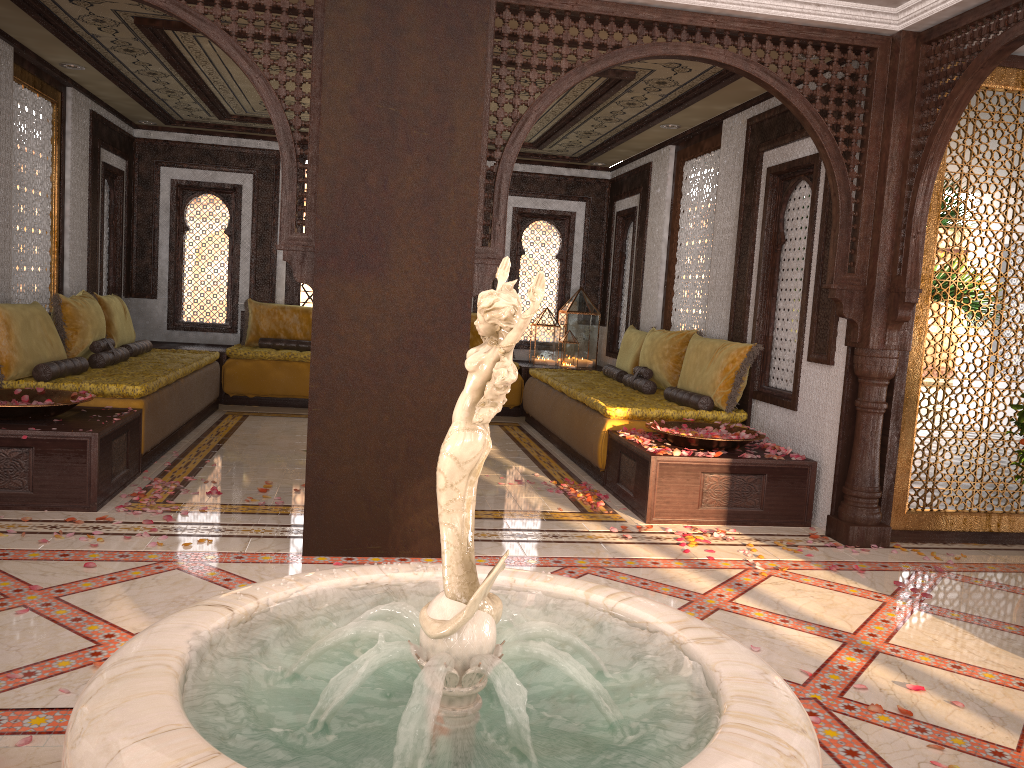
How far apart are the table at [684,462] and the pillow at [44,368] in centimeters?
366cm

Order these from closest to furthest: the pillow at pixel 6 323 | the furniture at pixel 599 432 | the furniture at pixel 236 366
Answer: the pillow at pixel 6 323 < the furniture at pixel 599 432 < the furniture at pixel 236 366

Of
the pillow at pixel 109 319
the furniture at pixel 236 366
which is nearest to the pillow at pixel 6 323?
the pillow at pixel 109 319

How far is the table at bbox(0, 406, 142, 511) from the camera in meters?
4.6

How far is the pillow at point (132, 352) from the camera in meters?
7.6

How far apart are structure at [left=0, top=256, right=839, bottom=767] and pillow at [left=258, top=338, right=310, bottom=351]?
7.3m

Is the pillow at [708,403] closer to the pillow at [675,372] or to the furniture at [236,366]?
the pillow at [675,372]

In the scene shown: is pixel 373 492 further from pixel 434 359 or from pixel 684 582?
pixel 684 582

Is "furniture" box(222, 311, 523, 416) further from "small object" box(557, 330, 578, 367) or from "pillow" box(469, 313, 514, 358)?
"pillow" box(469, 313, 514, 358)

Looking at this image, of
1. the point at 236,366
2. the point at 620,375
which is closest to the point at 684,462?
the point at 620,375
